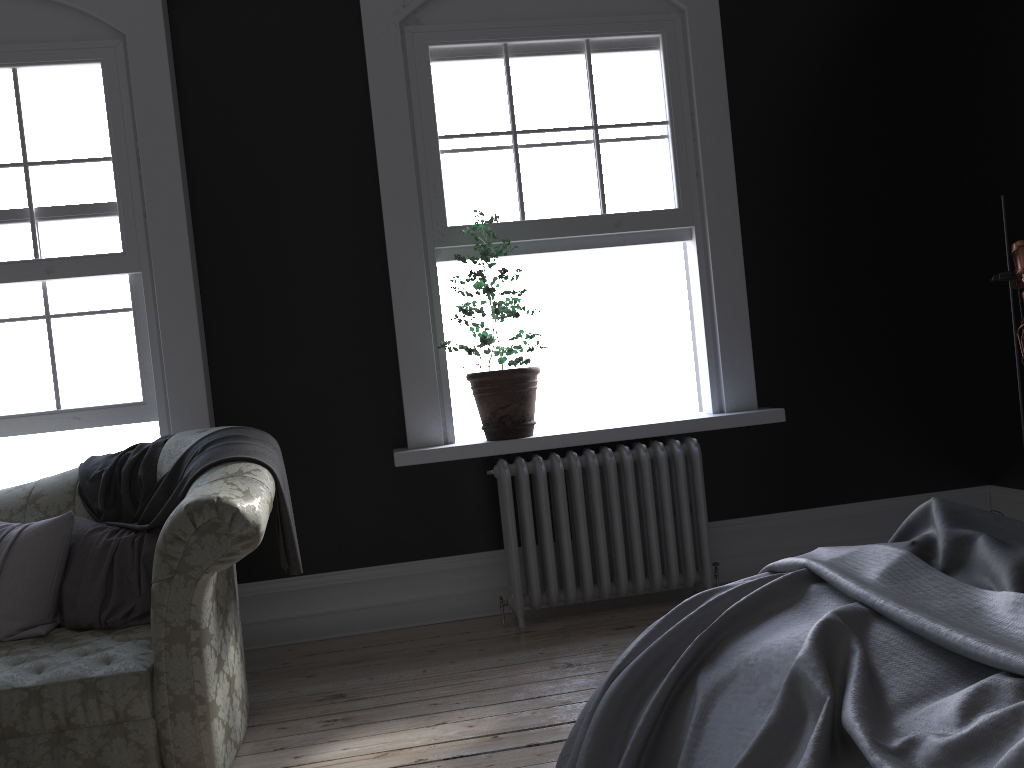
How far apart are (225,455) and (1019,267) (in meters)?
3.20

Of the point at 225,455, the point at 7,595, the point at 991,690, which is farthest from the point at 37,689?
Answer: the point at 991,690

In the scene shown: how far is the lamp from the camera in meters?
3.6

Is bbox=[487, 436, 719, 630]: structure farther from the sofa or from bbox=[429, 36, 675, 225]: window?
the sofa

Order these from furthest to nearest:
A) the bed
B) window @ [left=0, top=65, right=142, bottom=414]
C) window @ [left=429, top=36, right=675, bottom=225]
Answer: window @ [left=429, top=36, right=675, bottom=225], window @ [left=0, top=65, right=142, bottom=414], the bed

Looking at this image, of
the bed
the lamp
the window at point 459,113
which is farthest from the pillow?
the lamp

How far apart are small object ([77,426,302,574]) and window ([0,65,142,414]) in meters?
0.6

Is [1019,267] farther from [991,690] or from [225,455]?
[225,455]

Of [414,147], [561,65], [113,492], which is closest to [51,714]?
[113,492]

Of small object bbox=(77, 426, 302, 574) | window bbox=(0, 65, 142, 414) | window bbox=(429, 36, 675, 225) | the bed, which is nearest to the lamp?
window bbox=(429, 36, 675, 225)
